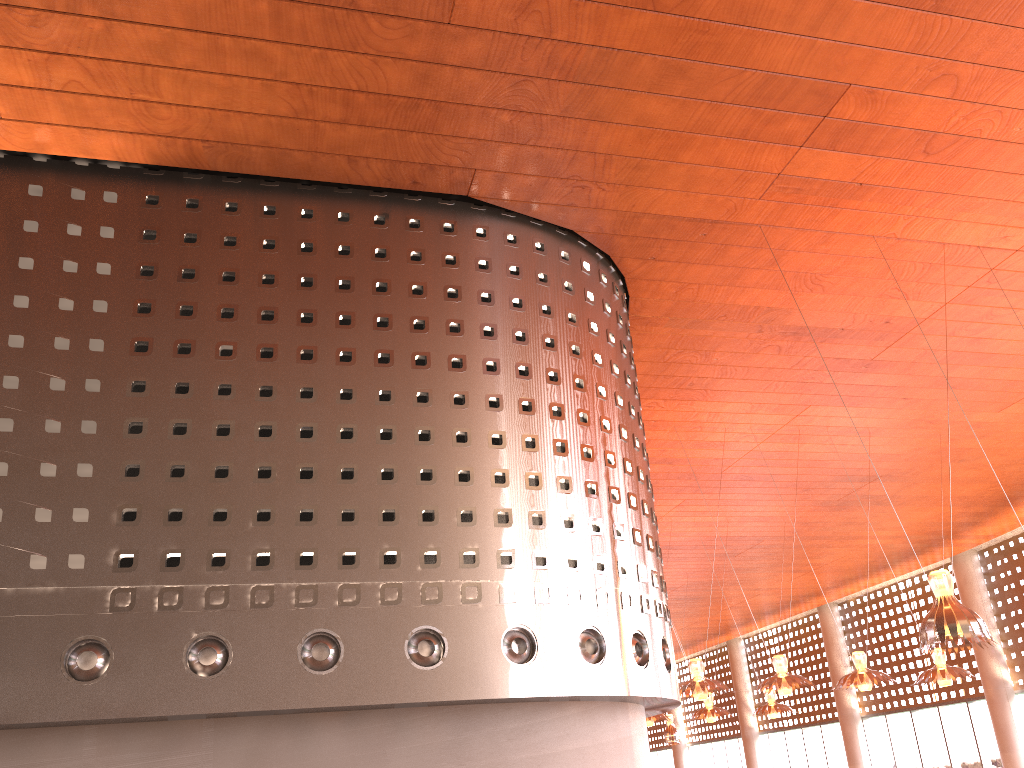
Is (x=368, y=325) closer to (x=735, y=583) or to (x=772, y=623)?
(x=735, y=583)
